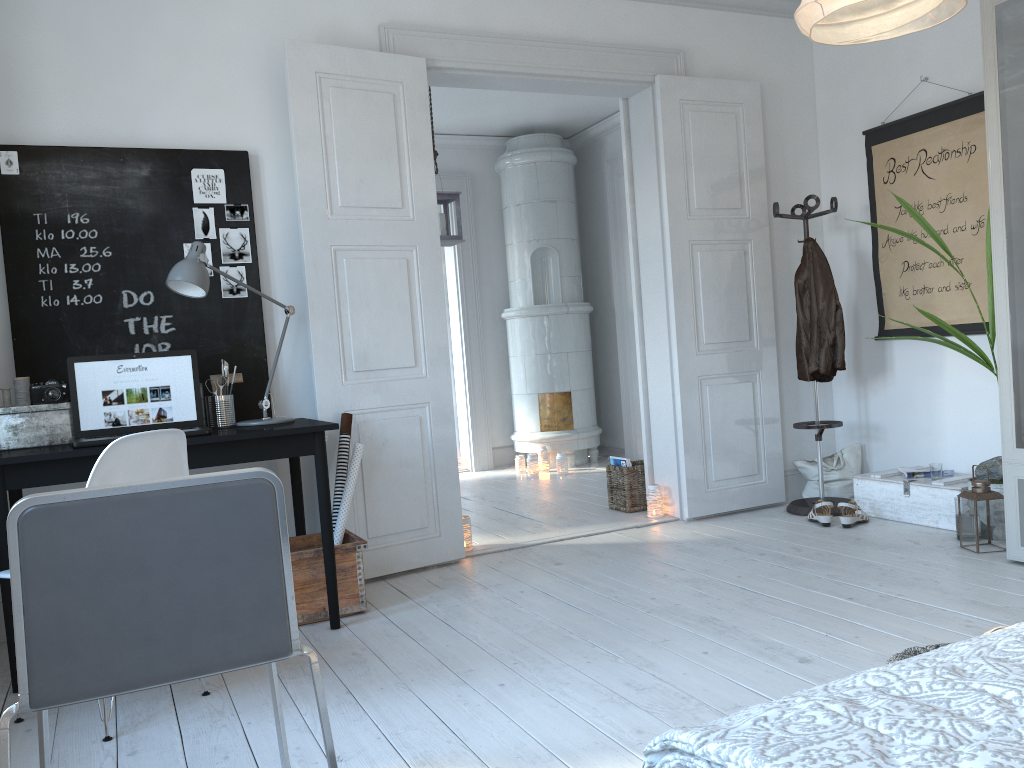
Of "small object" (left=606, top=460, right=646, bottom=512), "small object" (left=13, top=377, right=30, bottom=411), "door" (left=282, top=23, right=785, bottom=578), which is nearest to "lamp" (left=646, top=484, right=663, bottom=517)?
"door" (left=282, top=23, right=785, bottom=578)

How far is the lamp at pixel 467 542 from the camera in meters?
4.3

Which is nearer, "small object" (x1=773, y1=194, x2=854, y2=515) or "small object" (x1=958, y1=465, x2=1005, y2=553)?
"small object" (x1=958, y1=465, x2=1005, y2=553)

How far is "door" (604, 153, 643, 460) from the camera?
7.2m

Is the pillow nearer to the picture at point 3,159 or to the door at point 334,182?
the door at point 334,182

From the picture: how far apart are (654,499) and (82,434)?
2.9m

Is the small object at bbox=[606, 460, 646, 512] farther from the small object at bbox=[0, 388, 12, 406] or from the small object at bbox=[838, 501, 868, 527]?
the small object at bbox=[0, 388, 12, 406]

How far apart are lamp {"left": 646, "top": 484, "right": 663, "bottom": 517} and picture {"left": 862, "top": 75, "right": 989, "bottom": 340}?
1.48m

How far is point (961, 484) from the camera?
4.09m

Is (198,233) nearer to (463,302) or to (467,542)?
(467,542)
